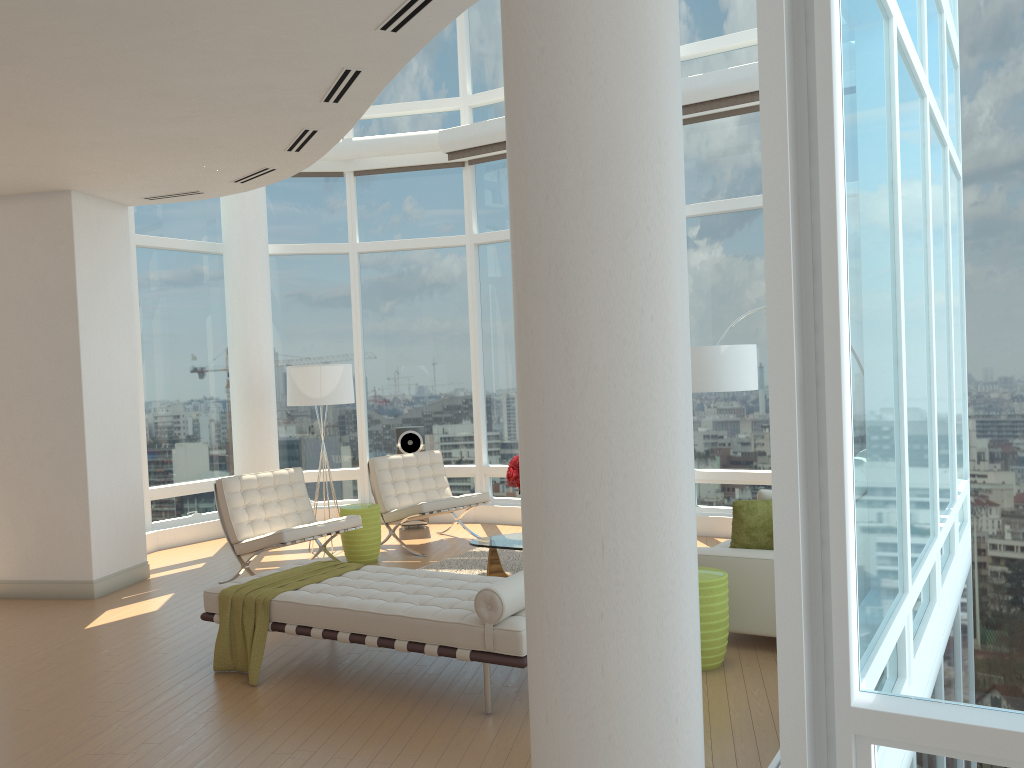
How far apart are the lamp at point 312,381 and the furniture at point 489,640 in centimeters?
326cm

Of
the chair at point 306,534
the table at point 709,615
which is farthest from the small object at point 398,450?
the table at point 709,615

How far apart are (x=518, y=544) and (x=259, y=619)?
2.3 meters

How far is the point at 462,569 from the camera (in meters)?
7.75

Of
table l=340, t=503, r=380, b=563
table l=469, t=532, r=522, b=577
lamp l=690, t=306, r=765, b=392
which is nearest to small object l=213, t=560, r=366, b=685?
table l=469, t=532, r=522, b=577

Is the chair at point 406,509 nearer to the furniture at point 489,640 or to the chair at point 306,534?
the chair at point 306,534

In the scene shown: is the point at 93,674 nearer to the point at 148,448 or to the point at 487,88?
the point at 148,448

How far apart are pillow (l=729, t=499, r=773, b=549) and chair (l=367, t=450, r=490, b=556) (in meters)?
3.70

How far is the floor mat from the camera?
7.7 meters

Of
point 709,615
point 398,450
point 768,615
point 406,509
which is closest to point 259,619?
point 709,615
